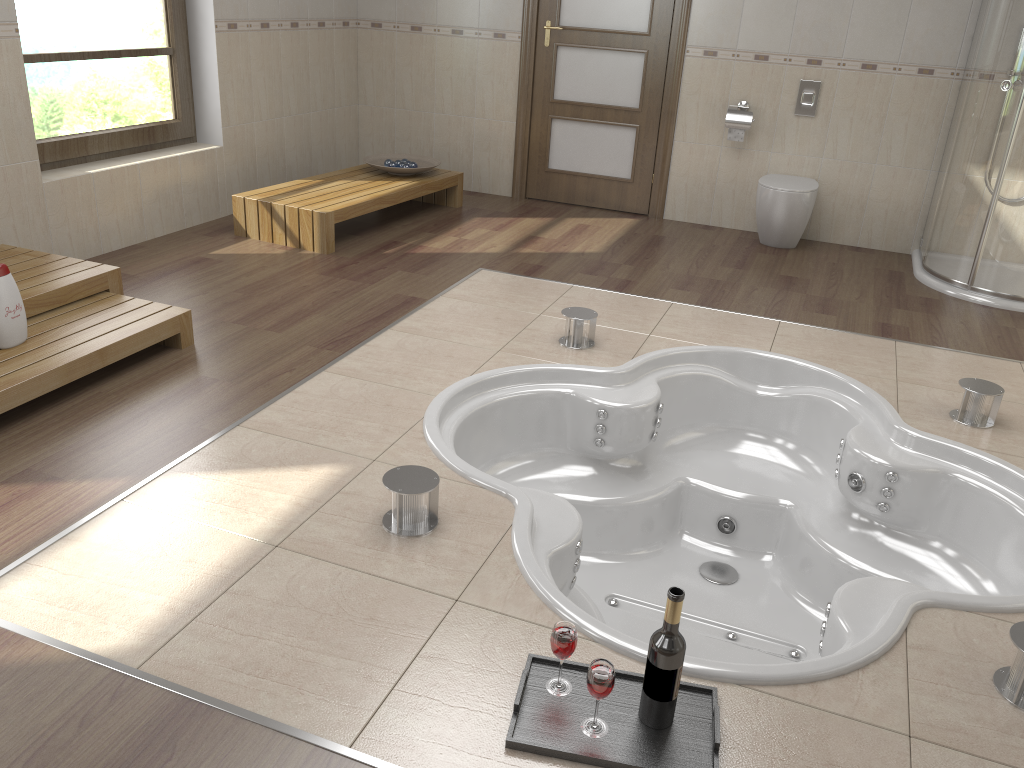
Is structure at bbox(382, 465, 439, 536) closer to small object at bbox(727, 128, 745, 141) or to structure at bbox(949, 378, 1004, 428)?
structure at bbox(949, 378, 1004, 428)

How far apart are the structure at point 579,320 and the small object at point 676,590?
1.99m

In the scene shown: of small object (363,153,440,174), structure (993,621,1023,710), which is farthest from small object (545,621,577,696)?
small object (363,153,440,174)

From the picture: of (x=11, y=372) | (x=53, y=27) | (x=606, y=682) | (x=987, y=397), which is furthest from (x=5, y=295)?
(x=987, y=397)

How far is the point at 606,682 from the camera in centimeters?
166cm

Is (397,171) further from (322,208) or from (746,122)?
(746,122)

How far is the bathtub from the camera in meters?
2.3 m

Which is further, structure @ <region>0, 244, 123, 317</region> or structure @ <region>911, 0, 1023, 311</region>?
structure @ <region>911, 0, 1023, 311</region>

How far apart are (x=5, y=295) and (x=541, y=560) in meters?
1.9 m

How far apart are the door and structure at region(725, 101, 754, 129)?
0.49m
